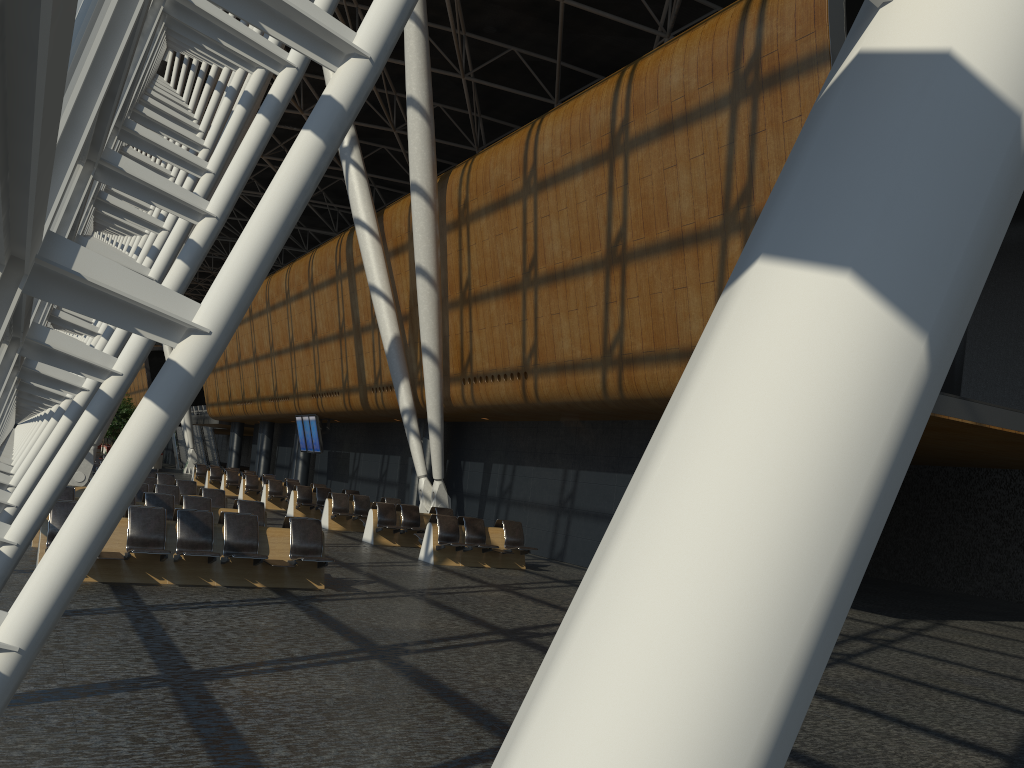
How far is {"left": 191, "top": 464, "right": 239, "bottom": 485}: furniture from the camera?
36.1m

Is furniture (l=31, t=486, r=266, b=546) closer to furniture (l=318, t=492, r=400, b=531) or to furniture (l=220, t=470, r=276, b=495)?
furniture (l=318, t=492, r=400, b=531)

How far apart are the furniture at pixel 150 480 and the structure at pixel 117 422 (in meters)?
30.31

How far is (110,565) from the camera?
9.93m

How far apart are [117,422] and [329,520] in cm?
3052

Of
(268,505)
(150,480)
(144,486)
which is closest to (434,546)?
(144,486)

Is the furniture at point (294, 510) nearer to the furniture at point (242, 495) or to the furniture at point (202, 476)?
the furniture at point (242, 495)

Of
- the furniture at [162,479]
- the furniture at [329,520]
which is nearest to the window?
the furniture at [162,479]

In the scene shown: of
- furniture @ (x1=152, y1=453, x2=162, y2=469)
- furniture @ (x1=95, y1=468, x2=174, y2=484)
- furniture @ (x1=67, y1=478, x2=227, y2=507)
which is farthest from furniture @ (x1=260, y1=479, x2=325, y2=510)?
furniture @ (x1=152, y1=453, x2=162, y2=469)

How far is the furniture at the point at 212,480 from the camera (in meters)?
33.55
